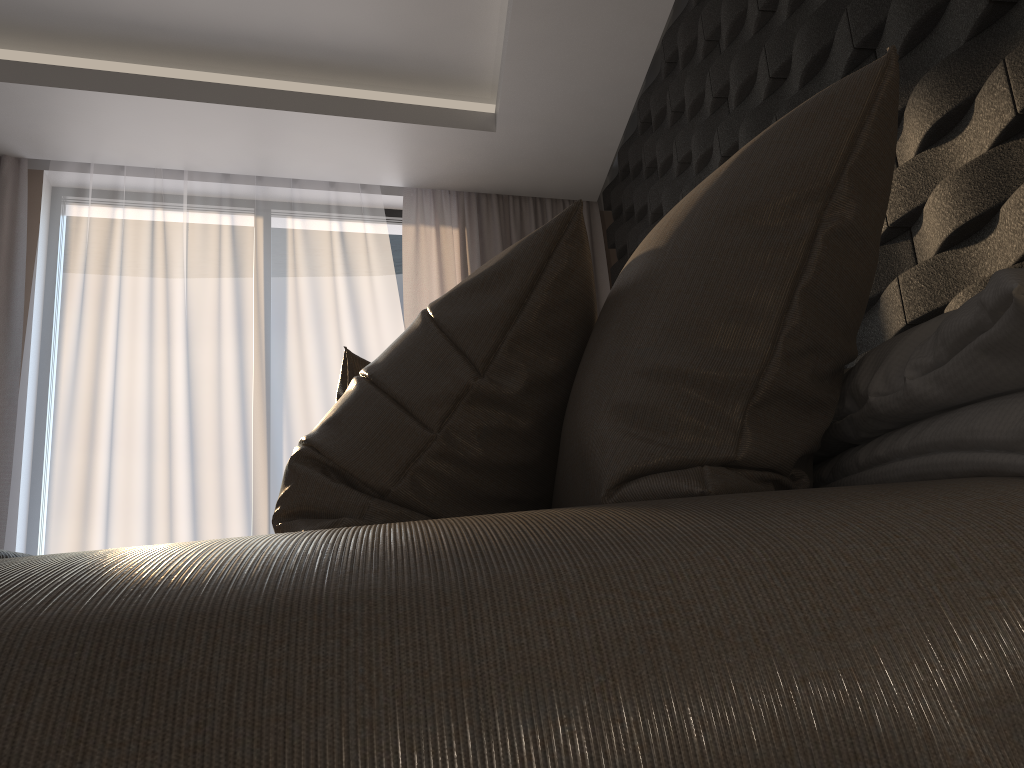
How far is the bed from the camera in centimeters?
38cm

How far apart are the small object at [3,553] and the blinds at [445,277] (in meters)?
3.09

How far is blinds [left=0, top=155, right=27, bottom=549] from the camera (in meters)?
3.41

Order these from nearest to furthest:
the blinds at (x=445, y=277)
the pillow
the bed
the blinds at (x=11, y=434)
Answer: the bed
the pillow
the blinds at (x=11, y=434)
the blinds at (x=445, y=277)

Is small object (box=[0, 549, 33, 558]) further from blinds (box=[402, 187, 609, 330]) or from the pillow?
blinds (box=[402, 187, 609, 330])

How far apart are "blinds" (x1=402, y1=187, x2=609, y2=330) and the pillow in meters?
2.5

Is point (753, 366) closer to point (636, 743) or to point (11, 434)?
point (636, 743)

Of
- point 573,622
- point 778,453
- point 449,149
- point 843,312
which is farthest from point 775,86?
point 573,622

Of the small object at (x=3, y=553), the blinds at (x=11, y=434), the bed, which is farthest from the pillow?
the blinds at (x=11, y=434)

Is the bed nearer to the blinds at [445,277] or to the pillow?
the pillow
